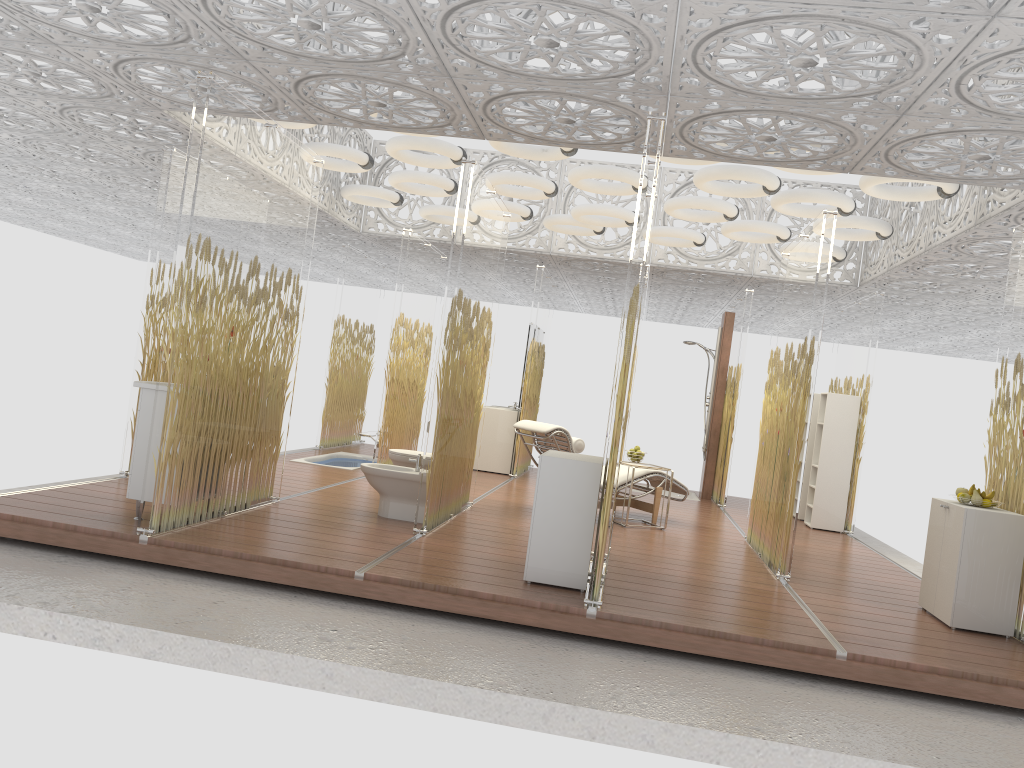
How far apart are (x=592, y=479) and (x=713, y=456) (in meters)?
6.68

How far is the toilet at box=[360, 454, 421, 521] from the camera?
6.5 meters

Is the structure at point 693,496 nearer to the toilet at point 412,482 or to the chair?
the chair

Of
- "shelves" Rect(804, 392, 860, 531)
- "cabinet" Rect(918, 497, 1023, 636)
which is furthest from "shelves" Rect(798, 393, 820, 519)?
"cabinet" Rect(918, 497, 1023, 636)

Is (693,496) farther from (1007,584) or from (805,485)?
(1007,584)

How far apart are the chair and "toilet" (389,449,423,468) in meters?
1.1

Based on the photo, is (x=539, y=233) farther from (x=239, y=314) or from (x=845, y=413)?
(x=239, y=314)

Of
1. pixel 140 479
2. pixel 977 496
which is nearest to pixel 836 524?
pixel 977 496

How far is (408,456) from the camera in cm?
731

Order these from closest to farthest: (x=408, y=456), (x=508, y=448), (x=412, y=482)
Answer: (x=412, y=482)
(x=408, y=456)
(x=508, y=448)
